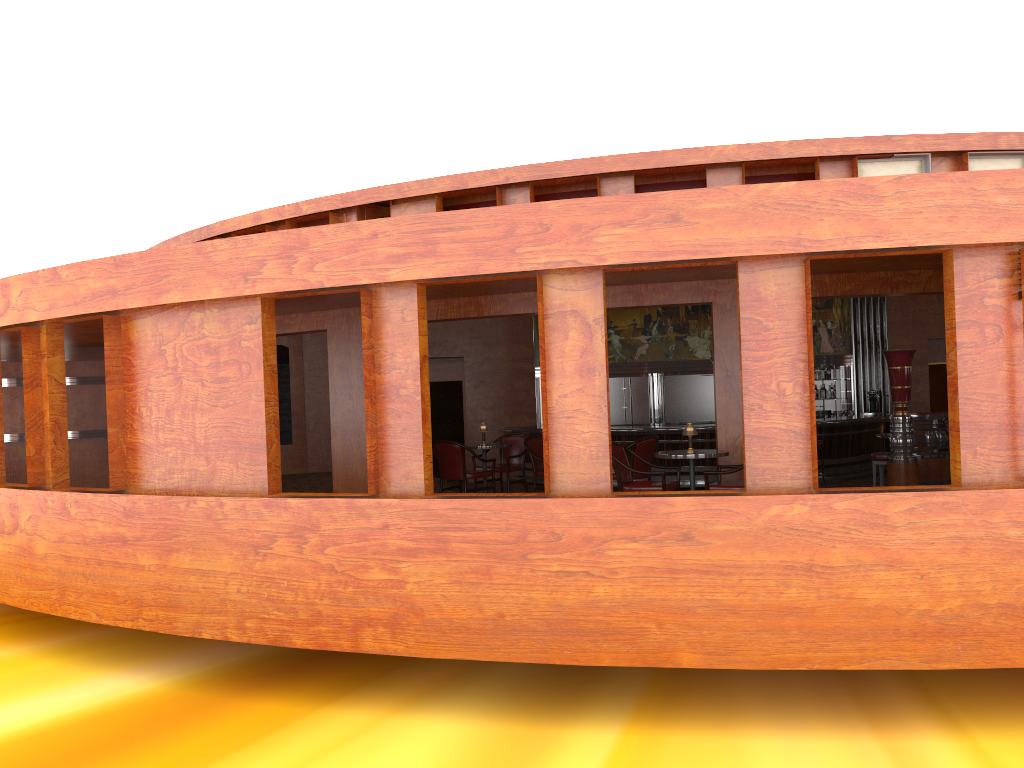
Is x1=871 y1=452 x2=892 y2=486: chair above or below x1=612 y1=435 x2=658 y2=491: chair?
below

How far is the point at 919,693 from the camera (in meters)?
6.12

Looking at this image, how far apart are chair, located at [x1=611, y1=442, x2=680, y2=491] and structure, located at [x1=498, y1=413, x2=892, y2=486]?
6.5m

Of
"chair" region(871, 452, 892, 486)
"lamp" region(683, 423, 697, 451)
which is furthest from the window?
"chair" region(871, 452, 892, 486)

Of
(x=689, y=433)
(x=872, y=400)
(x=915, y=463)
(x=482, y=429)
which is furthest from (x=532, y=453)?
(x=872, y=400)

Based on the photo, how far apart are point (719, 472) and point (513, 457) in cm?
329

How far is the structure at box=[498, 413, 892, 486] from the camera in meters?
14.6

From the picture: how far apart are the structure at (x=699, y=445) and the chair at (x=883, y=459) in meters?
3.4 m

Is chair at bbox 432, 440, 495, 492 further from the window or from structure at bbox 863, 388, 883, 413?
structure at bbox 863, 388, 883, 413

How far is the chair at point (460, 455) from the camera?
9.45m
